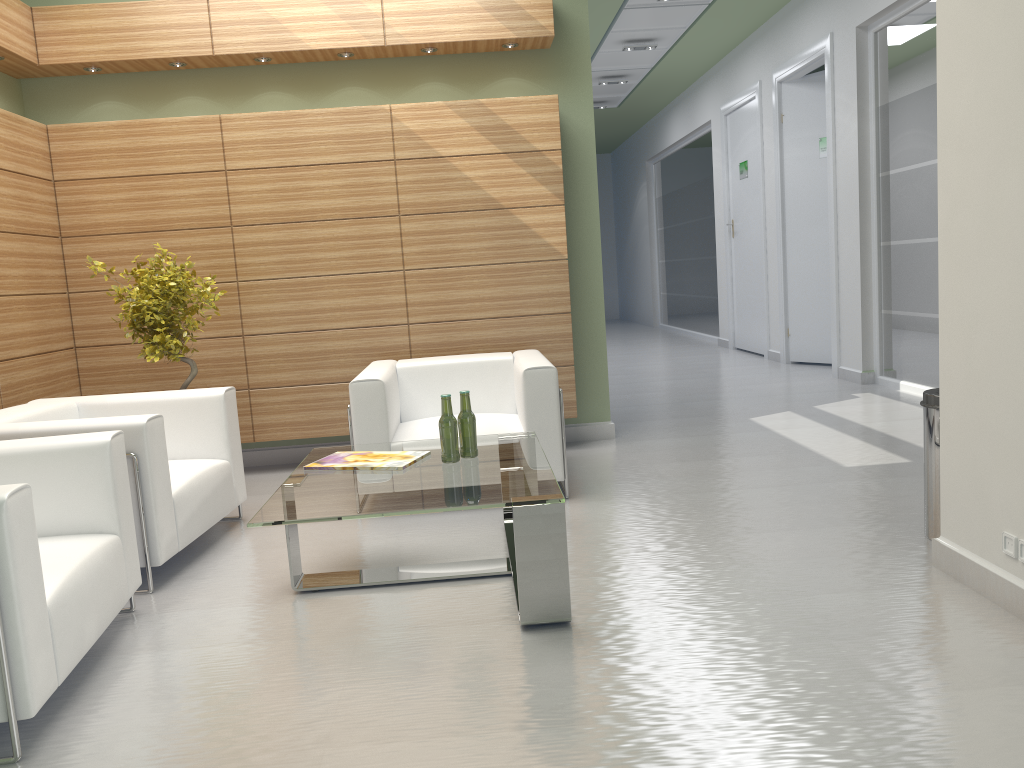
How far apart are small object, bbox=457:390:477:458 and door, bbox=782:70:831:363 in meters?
11.3 m

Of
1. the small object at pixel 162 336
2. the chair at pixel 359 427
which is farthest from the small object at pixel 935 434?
the small object at pixel 162 336

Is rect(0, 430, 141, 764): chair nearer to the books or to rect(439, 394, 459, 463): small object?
the books

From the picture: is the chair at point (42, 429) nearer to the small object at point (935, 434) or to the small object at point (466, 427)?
the small object at point (466, 427)

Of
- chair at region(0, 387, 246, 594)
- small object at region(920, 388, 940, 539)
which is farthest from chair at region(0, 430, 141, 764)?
small object at region(920, 388, 940, 539)

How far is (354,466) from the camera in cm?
612

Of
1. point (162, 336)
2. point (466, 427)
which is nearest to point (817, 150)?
point (466, 427)

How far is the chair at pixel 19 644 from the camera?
3.97m

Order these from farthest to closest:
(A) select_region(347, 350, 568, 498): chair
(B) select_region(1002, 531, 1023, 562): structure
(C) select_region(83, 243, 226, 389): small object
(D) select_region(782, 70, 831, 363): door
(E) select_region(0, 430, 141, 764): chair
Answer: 1. (D) select_region(782, 70, 831, 363): door
2. (C) select_region(83, 243, 226, 389): small object
3. (A) select_region(347, 350, 568, 498): chair
4. (B) select_region(1002, 531, 1023, 562): structure
5. (E) select_region(0, 430, 141, 764): chair

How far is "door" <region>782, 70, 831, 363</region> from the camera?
15.6 meters
